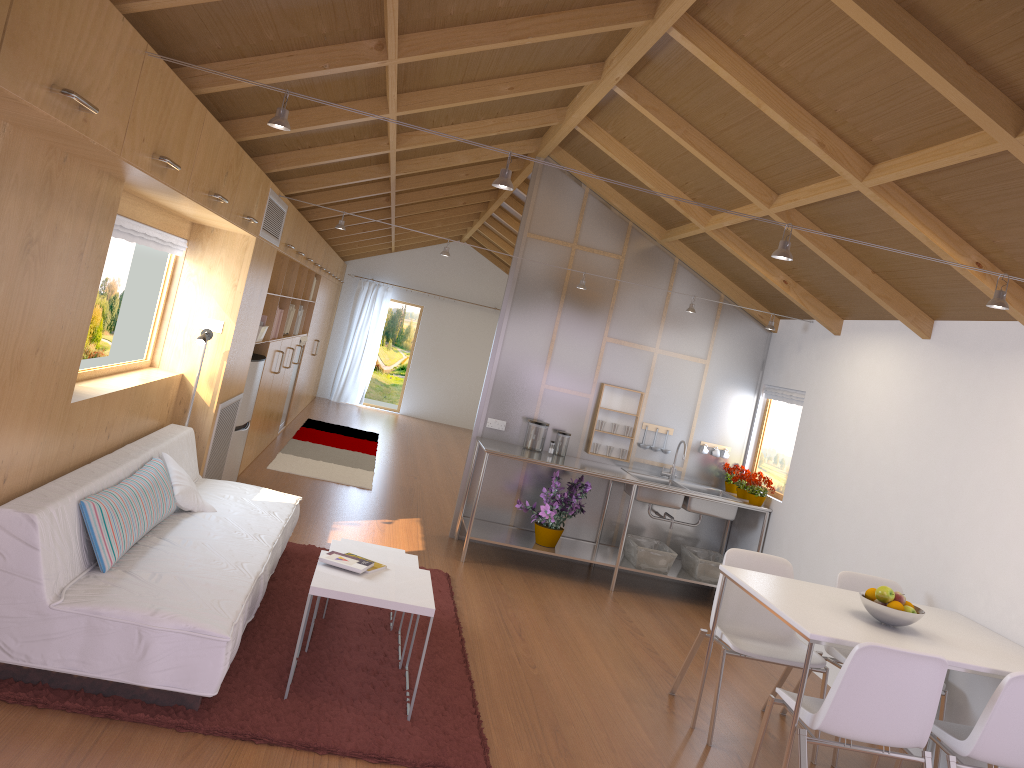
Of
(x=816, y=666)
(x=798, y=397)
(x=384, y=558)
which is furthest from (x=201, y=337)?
(x=798, y=397)

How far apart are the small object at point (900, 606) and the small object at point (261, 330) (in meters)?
4.69

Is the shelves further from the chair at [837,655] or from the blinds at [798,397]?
the chair at [837,655]

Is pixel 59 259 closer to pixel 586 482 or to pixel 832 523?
pixel 586 482

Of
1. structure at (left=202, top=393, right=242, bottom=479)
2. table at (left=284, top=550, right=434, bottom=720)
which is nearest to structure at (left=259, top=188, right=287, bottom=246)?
structure at (left=202, top=393, right=242, bottom=479)

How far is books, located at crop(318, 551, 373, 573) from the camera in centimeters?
370cm

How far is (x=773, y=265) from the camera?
5.8m

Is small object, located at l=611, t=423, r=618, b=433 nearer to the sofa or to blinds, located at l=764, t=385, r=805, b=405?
blinds, located at l=764, t=385, r=805, b=405

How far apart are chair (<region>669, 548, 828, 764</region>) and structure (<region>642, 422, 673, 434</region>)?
2.5m

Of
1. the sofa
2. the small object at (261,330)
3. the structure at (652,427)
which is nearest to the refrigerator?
the small object at (261,330)
